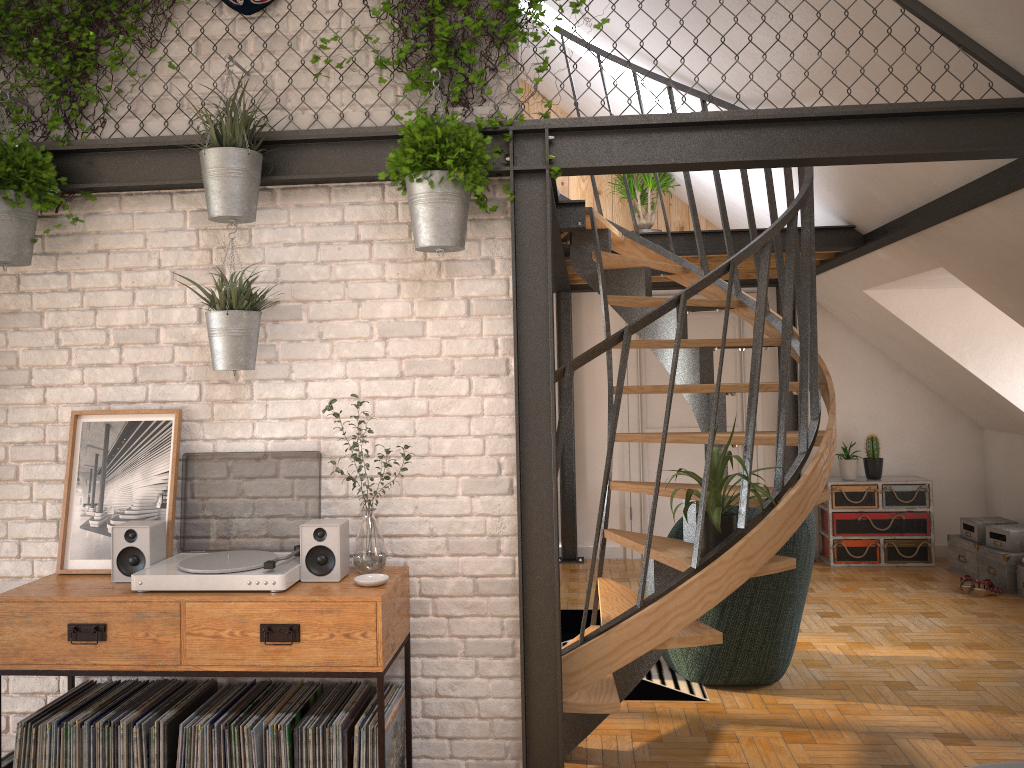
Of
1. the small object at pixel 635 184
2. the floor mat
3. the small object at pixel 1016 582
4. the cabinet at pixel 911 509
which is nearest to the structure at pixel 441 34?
the floor mat

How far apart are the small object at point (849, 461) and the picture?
5.8 meters

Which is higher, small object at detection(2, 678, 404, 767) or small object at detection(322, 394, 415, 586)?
small object at detection(322, 394, 415, 586)

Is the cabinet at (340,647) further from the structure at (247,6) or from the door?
the door

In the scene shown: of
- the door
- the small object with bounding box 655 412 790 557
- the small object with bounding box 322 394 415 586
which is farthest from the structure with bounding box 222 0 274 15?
the door

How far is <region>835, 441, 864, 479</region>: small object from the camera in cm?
735

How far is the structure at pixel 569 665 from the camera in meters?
3.3

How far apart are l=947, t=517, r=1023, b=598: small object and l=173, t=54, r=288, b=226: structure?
5.63m

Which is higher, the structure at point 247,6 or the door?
the structure at point 247,6

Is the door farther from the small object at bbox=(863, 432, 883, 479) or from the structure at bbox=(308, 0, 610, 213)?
the structure at bbox=(308, 0, 610, 213)
